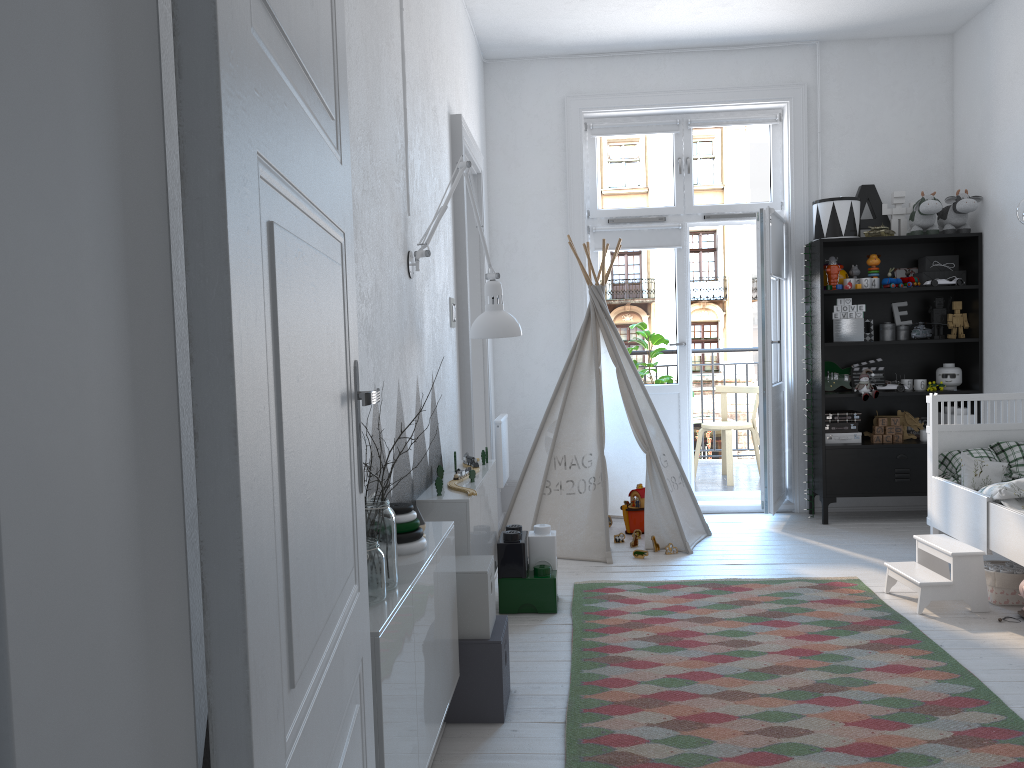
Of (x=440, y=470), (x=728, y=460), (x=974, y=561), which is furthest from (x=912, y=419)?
(x=440, y=470)

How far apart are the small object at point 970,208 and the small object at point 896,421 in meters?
1.1 m

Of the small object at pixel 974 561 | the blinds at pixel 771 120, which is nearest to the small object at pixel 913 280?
the blinds at pixel 771 120

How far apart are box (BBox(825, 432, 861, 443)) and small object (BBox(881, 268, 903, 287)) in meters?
0.9 m

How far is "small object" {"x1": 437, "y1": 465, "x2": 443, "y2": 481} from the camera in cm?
327

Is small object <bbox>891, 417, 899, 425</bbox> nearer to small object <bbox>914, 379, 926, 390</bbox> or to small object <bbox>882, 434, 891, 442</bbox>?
small object <bbox>882, 434, 891, 442</bbox>

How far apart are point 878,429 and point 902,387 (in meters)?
0.28

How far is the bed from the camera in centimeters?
351cm

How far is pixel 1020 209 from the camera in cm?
231

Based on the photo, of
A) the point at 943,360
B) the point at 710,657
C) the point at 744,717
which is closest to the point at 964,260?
the point at 943,360
